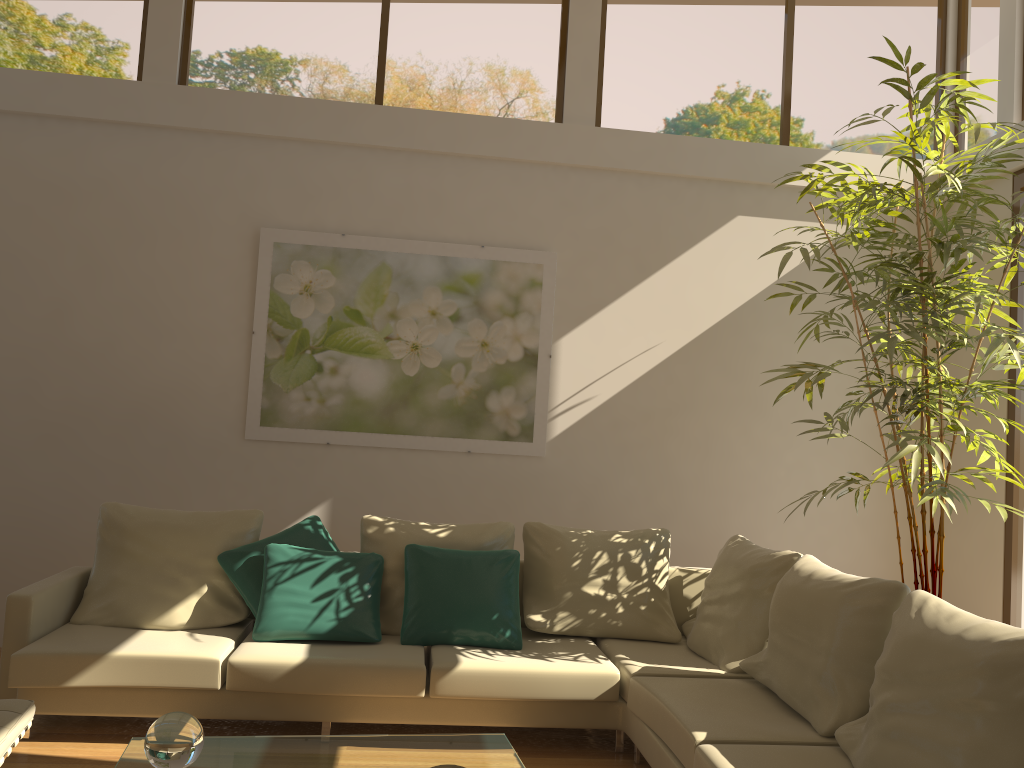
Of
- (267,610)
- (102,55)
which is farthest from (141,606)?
(102,55)

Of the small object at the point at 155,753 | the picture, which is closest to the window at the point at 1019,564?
the picture

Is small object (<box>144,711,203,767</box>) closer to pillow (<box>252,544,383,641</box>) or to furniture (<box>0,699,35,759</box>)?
furniture (<box>0,699,35,759</box>)

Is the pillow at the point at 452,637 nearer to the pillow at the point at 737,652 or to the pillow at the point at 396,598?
the pillow at the point at 396,598

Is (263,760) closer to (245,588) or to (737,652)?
(245,588)

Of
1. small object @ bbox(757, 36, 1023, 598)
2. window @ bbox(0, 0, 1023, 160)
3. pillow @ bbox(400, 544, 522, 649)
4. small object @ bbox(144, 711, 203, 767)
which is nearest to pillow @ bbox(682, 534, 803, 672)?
small object @ bbox(757, 36, 1023, 598)

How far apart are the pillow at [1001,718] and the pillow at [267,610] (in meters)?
2.07

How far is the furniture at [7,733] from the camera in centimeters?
271cm

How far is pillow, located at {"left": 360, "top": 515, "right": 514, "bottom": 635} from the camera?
4.4m

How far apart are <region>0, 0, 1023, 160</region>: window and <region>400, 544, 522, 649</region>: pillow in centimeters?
282cm
